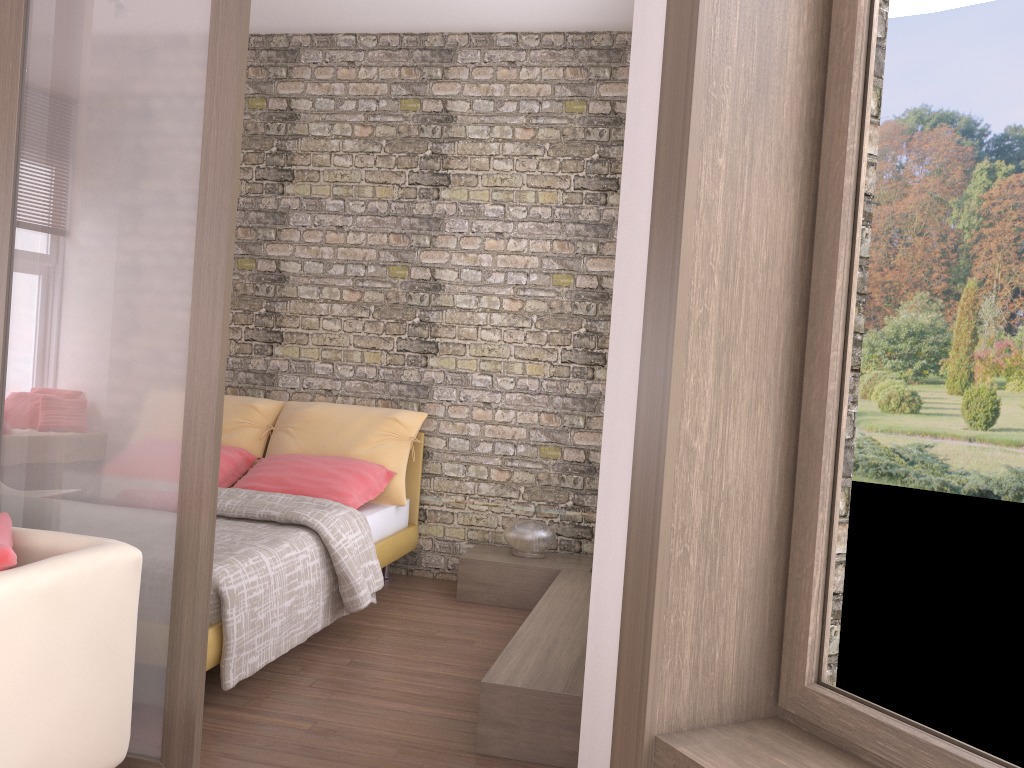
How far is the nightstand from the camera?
4.7 meters

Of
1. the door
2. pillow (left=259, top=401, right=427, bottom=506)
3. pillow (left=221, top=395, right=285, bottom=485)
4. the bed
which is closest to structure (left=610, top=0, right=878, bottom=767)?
the door

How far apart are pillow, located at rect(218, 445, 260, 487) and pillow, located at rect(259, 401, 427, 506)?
0.1m

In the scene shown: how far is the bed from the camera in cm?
311

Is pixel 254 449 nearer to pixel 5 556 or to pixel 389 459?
pixel 389 459

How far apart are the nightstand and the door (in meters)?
2.59

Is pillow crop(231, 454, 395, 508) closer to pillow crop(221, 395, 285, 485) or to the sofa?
pillow crop(221, 395, 285, 485)

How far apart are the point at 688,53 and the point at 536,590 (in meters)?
3.32

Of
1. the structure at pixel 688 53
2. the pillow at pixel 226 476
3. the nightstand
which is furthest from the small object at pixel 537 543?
the structure at pixel 688 53

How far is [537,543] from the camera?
4.86m
